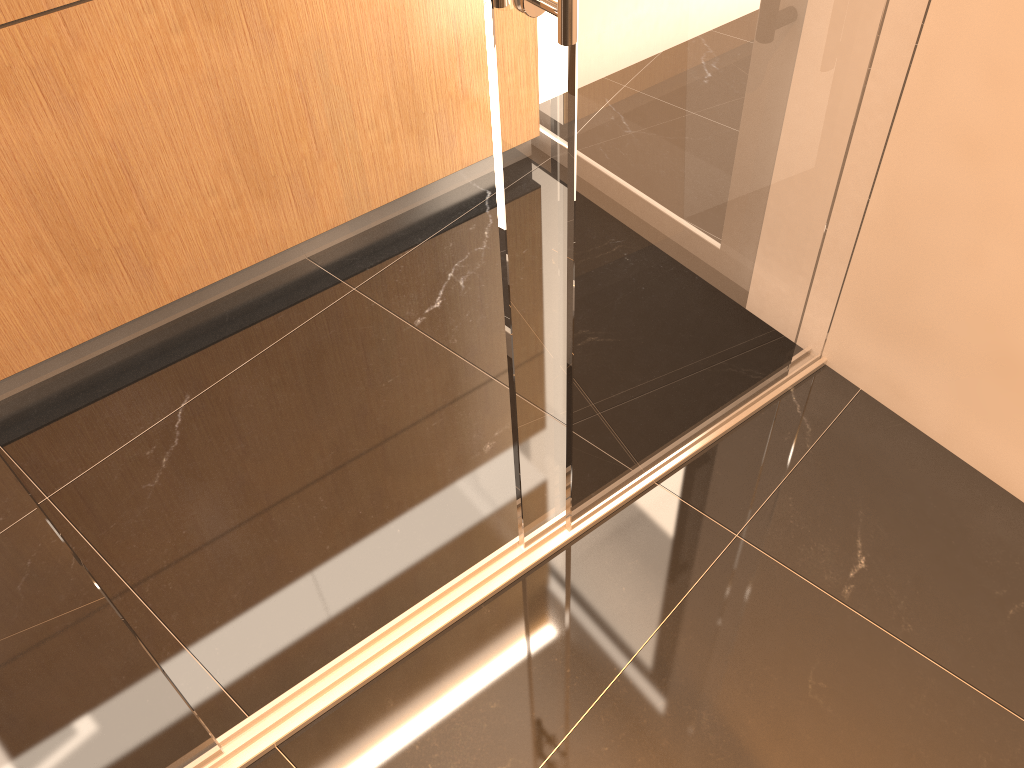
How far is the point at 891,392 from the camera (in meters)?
2.23

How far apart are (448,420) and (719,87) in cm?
116

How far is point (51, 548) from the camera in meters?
1.2 m

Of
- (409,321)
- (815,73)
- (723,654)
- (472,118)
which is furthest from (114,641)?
(472,118)

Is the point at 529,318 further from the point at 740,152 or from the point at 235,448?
the point at 235,448

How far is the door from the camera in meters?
1.2

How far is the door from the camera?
1.2 meters
